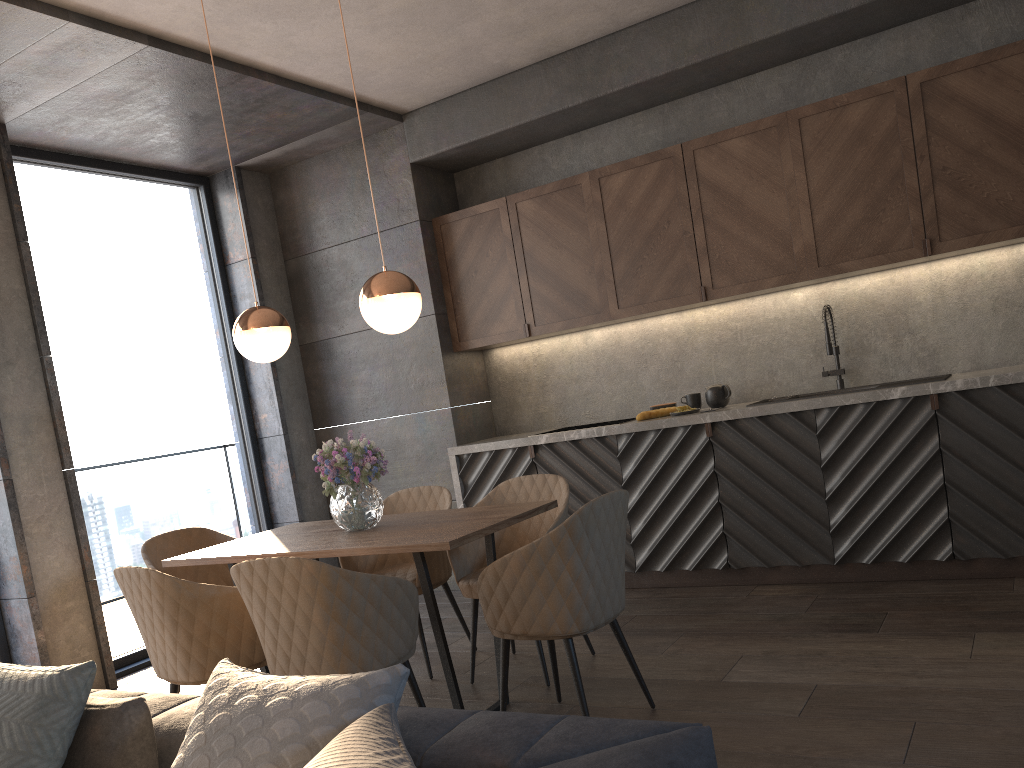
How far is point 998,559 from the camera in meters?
4.1

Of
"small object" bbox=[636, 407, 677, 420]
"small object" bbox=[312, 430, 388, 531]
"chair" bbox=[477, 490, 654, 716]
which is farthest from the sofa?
"small object" bbox=[636, 407, 677, 420]

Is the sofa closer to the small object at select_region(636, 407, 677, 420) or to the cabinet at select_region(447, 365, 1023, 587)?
the cabinet at select_region(447, 365, 1023, 587)

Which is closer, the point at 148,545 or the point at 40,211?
the point at 148,545

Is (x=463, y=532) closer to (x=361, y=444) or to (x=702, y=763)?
(x=361, y=444)

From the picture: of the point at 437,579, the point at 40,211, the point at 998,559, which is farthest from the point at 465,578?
the point at 40,211

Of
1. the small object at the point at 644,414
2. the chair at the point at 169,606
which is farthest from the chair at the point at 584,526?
the small object at the point at 644,414

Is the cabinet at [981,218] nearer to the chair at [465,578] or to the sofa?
the chair at [465,578]

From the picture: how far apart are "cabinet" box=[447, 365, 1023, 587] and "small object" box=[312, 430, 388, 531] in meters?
1.7 m

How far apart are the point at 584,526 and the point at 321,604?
0.8 meters
